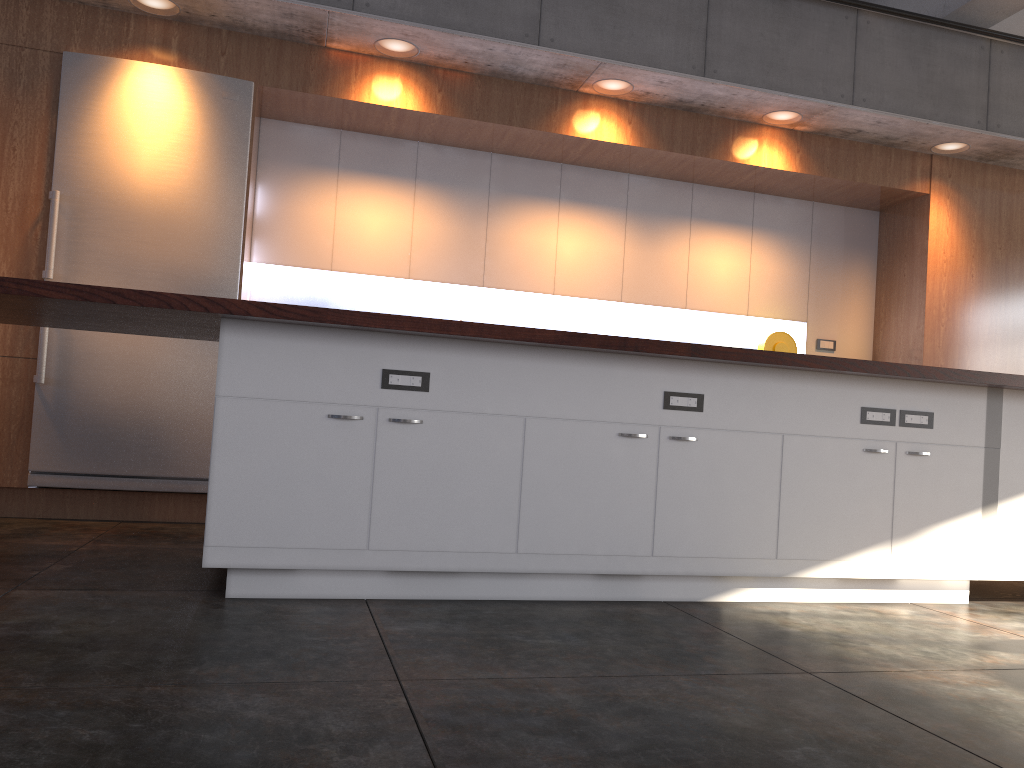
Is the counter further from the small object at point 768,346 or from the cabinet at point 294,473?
the small object at point 768,346

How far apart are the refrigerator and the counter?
1.2m

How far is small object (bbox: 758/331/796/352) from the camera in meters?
6.1

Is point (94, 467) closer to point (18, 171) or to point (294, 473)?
point (18, 171)

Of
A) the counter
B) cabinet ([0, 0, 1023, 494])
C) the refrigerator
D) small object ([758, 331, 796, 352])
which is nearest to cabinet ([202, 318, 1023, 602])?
the counter

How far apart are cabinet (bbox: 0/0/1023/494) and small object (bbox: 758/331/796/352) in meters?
0.8 m

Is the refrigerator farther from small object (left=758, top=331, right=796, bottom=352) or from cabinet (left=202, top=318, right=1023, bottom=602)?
small object (left=758, top=331, right=796, bottom=352)

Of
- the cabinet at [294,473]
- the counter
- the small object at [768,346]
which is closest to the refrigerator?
the counter

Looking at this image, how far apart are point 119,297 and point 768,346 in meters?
4.5

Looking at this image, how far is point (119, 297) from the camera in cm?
271
